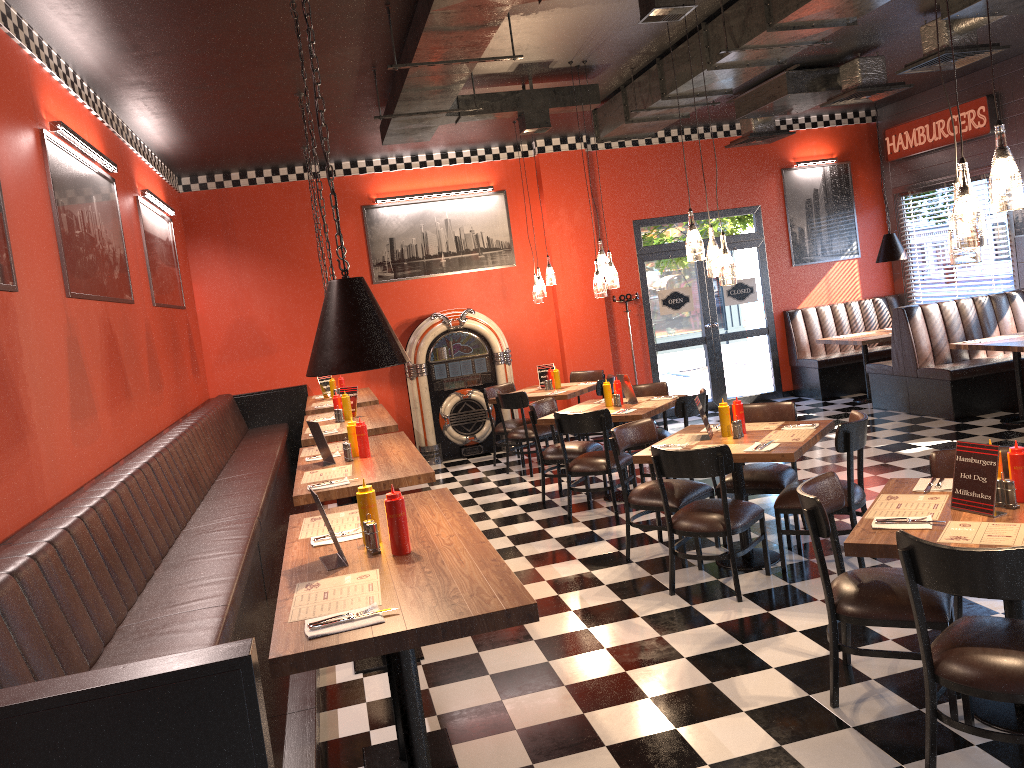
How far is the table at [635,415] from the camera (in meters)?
6.92

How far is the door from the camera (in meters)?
11.36

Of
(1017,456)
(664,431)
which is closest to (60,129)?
(1017,456)

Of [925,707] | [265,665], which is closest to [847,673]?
[925,707]

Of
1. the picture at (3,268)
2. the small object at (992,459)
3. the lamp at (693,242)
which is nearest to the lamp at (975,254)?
the small object at (992,459)

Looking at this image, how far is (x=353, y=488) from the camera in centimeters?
436cm

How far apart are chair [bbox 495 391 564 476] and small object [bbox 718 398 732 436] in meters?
3.5 m

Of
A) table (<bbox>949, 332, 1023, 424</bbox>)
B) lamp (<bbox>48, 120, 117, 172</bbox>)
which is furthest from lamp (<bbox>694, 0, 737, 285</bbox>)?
table (<bbox>949, 332, 1023, 424</bbox>)

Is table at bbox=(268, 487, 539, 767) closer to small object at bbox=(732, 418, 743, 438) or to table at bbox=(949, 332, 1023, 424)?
small object at bbox=(732, 418, 743, 438)

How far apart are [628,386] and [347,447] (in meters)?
3.15
